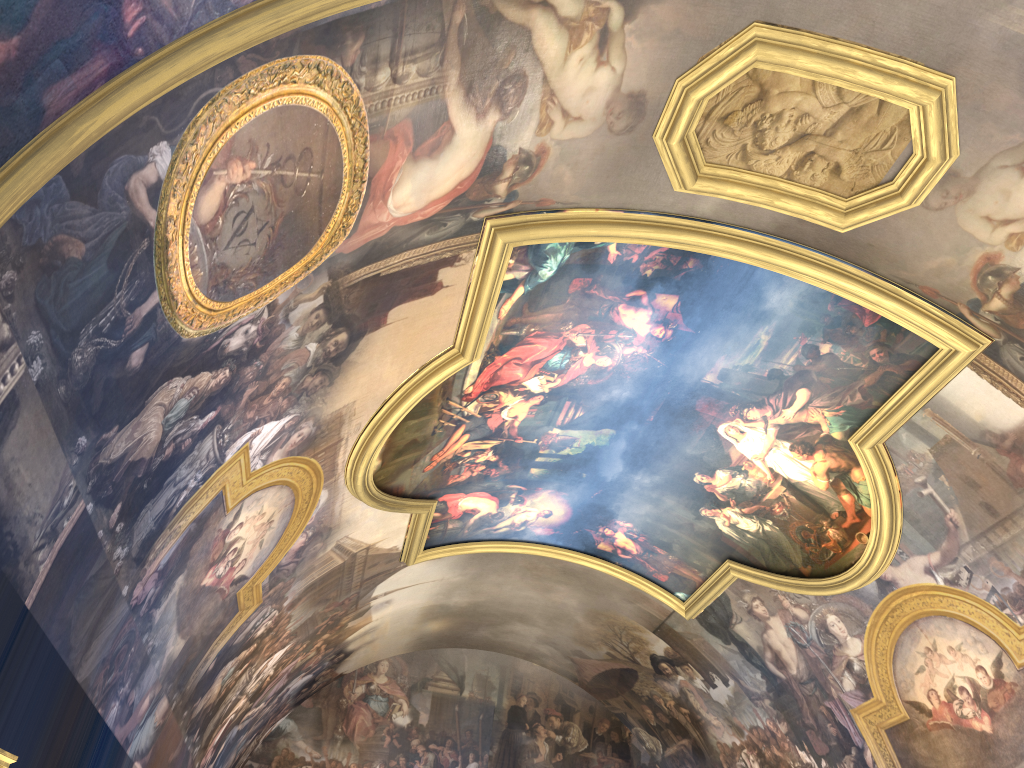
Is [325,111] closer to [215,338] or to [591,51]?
[215,338]
